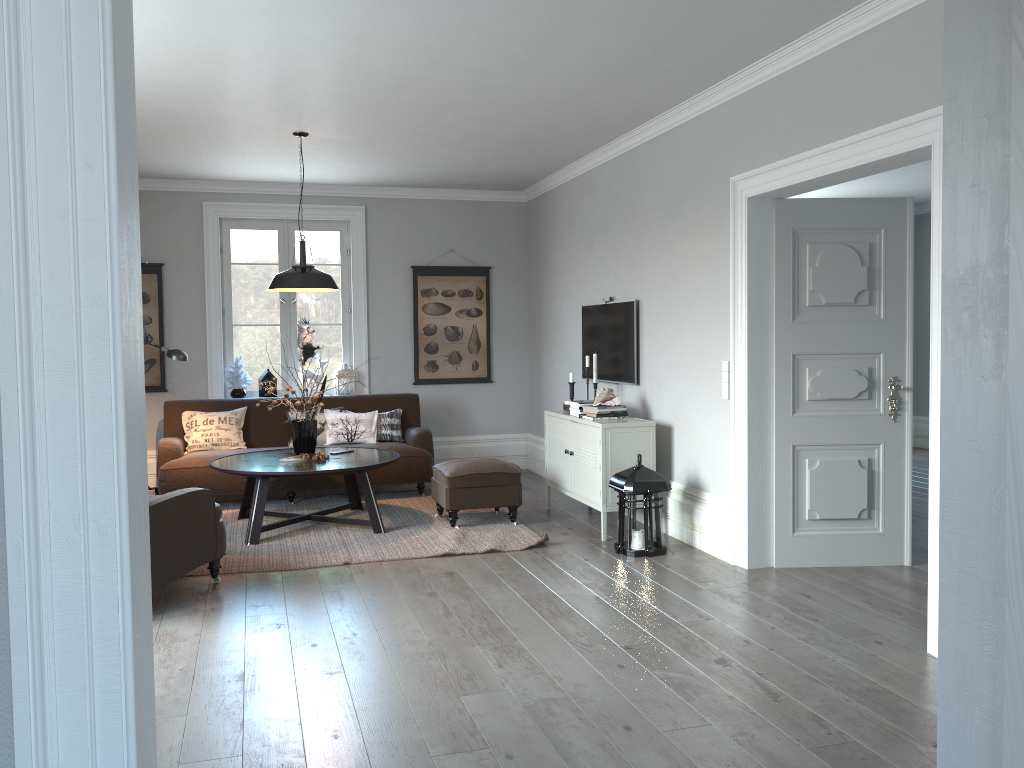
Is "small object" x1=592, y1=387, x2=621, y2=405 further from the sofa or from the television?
the sofa

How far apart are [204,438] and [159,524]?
2.93m

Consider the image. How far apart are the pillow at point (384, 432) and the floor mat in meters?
0.5 m

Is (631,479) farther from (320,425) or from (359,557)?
(320,425)

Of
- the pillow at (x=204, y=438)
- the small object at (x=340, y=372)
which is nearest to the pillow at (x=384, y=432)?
the small object at (x=340, y=372)

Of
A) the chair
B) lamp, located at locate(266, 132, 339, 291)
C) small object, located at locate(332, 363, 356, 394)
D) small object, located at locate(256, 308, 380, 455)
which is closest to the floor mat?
the chair

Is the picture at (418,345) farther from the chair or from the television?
the chair

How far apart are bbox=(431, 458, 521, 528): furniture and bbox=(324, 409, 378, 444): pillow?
1.2 meters

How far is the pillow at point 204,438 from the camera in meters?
7.2 m

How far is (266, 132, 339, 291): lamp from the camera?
5.9m
